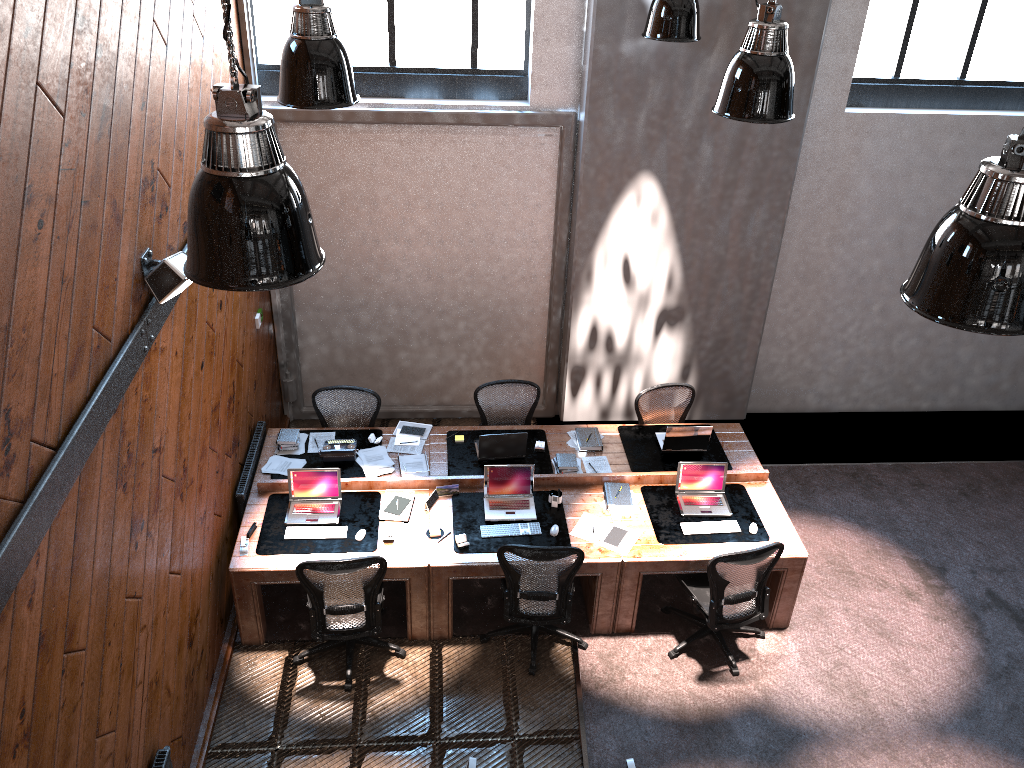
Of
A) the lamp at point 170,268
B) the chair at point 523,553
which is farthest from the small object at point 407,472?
the lamp at point 170,268

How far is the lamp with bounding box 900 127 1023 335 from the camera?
2.71m

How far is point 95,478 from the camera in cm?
401

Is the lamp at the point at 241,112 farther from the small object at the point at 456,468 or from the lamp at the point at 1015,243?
the small object at the point at 456,468

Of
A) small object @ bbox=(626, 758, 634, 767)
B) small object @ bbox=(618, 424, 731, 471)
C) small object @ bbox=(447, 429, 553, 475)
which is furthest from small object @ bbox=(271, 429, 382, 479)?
small object @ bbox=(626, 758, 634, 767)

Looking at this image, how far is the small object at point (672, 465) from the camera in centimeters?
729cm

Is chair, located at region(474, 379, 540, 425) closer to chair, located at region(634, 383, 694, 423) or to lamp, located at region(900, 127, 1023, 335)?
chair, located at region(634, 383, 694, 423)

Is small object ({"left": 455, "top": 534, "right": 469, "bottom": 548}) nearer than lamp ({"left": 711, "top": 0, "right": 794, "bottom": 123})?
No

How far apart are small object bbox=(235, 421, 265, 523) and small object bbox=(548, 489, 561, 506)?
2.3m

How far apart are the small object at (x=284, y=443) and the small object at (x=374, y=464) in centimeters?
36cm
